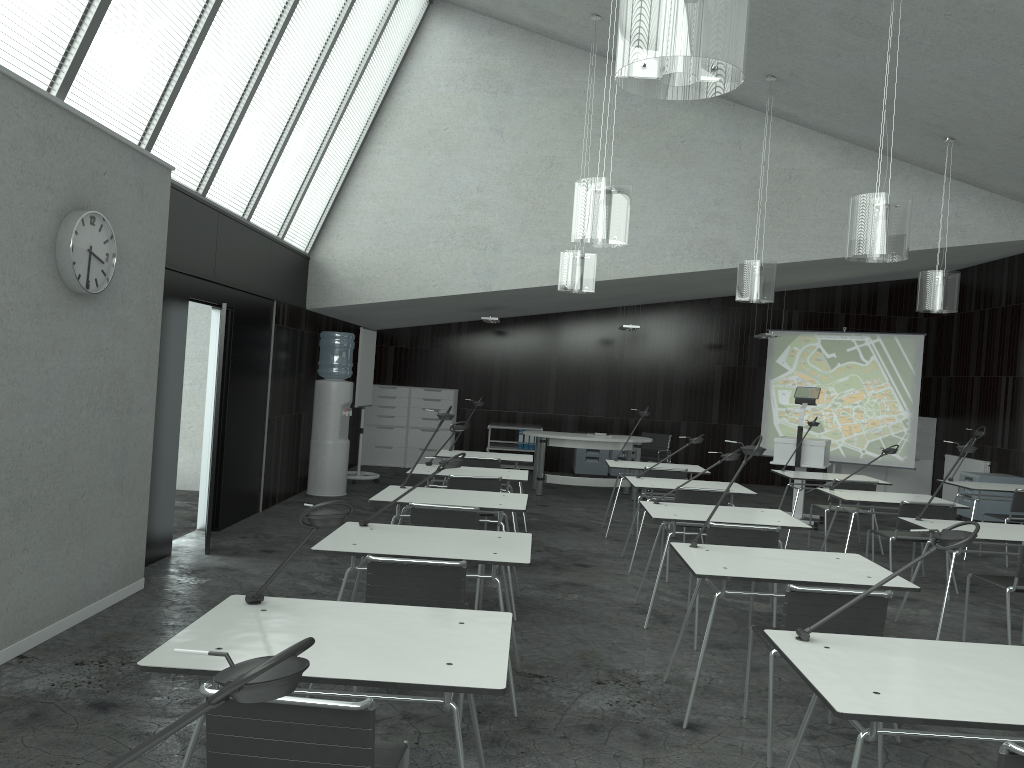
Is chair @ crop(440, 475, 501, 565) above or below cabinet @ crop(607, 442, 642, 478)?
above

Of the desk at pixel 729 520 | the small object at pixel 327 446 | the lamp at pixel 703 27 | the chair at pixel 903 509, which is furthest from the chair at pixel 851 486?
the lamp at pixel 703 27

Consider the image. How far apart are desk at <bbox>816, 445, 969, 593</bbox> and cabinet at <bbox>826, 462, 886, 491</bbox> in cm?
593

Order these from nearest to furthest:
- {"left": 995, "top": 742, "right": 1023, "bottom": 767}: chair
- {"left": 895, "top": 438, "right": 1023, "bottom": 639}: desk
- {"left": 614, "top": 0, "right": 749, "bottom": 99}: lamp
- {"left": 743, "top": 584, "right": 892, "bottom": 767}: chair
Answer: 1. {"left": 995, "top": 742, "right": 1023, "bottom": 767}: chair
2. {"left": 614, "top": 0, "right": 749, "bottom": 99}: lamp
3. {"left": 743, "top": 584, "right": 892, "bottom": 767}: chair
4. {"left": 895, "top": 438, "right": 1023, "bottom": 639}: desk

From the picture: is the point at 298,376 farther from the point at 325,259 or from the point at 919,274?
the point at 919,274

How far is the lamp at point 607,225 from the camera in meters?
5.2

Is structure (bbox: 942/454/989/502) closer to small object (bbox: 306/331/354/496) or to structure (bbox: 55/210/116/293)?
small object (bbox: 306/331/354/496)

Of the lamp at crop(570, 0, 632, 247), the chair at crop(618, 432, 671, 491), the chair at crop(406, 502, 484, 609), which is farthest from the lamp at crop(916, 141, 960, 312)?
the chair at crop(406, 502, 484, 609)

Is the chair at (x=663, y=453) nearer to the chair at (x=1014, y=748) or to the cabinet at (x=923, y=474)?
the cabinet at (x=923, y=474)

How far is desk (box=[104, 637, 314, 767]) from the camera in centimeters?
109cm
